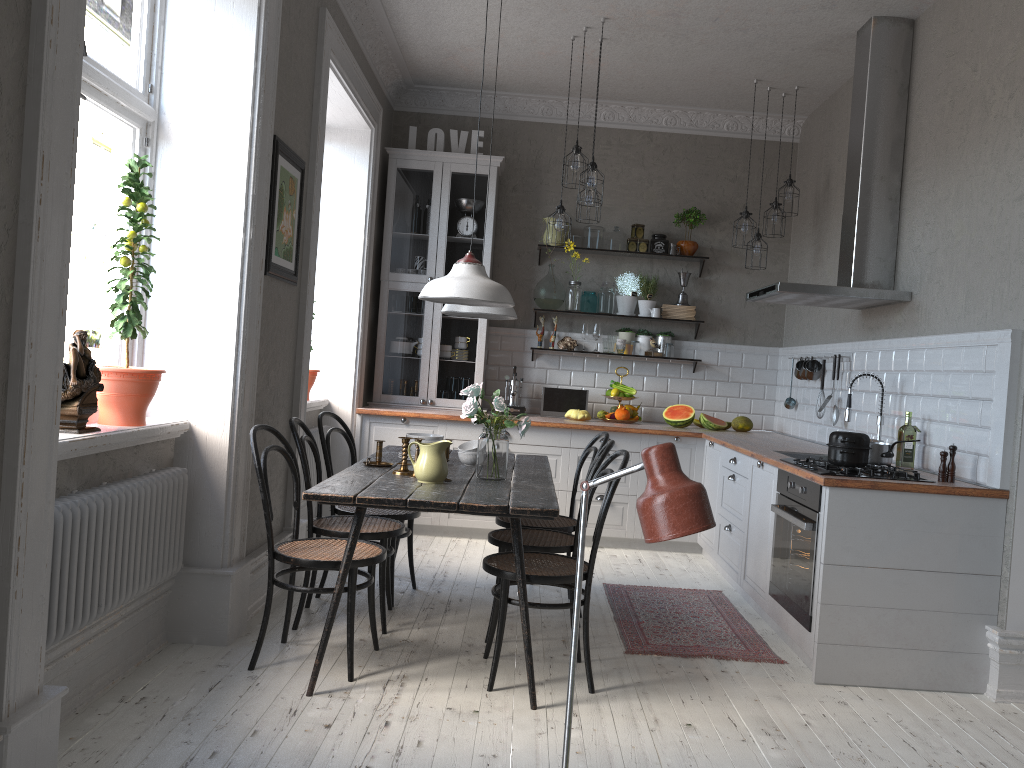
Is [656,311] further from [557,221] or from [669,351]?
[557,221]

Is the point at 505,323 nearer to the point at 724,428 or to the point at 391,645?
the point at 724,428

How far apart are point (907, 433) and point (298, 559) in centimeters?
288cm

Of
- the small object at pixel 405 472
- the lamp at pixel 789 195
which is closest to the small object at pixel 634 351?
the lamp at pixel 789 195

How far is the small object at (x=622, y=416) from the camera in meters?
6.5

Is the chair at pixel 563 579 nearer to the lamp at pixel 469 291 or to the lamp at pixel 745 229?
the lamp at pixel 469 291

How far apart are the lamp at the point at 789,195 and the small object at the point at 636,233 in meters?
1.1 m

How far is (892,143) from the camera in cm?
485

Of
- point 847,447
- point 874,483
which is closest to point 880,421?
point 847,447

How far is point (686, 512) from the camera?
1.11m
